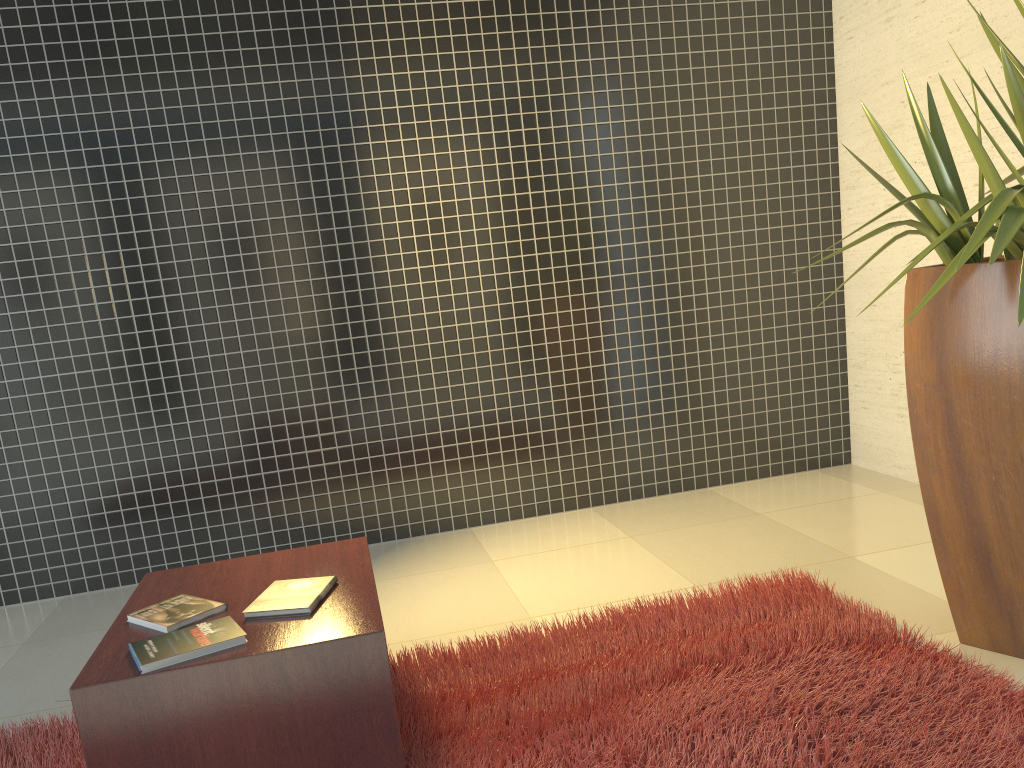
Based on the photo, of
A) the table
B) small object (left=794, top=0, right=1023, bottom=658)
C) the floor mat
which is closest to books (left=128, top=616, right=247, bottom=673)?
the table

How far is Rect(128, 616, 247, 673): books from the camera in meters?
1.9 m

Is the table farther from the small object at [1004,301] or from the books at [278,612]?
the small object at [1004,301]

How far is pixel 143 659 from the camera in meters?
1.9

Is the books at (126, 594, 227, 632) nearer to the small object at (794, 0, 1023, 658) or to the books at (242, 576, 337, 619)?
the books at (242, 576, 337, 619)

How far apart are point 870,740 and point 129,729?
1.6m

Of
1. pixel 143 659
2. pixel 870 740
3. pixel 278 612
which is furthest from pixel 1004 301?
pixel 143 659

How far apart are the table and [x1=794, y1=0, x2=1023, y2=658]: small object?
1.45m

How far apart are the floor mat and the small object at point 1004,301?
0.2m

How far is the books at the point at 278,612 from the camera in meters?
2.1 m
